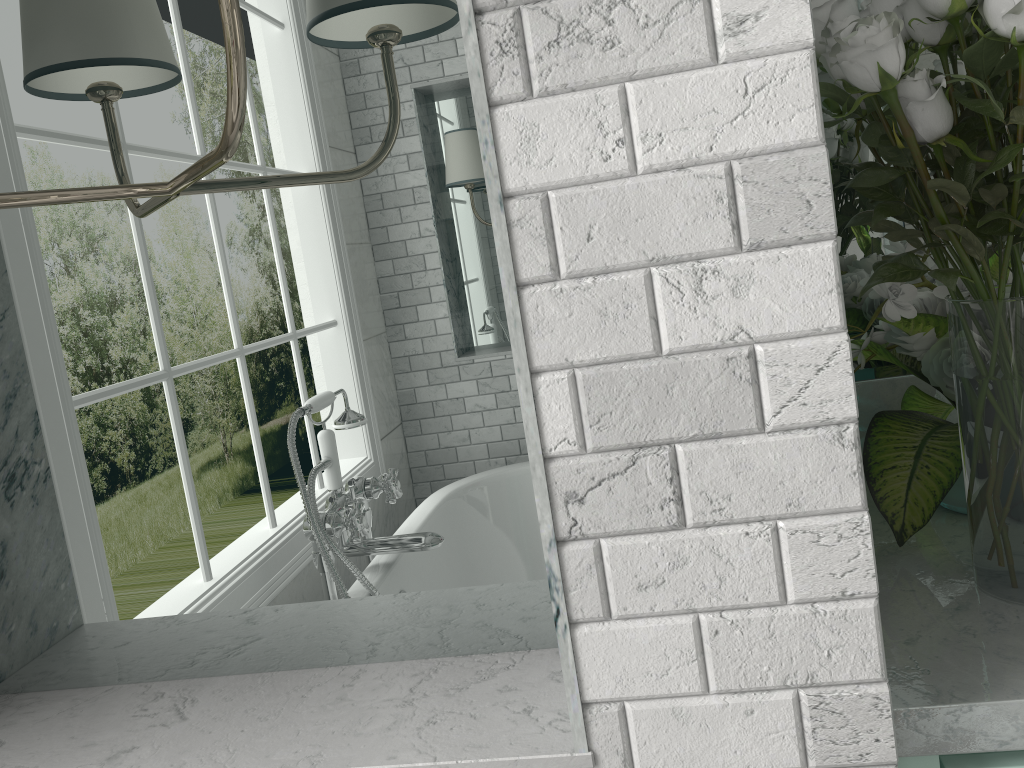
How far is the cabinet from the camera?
0.8m

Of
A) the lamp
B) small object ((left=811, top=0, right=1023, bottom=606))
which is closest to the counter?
small object ((left=811, top=0, right=1023, bottom=606))

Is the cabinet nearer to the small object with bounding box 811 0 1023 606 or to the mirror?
the small object with bounding box 811 0 1023 606

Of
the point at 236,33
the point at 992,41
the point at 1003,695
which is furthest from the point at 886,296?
the point at 236,33

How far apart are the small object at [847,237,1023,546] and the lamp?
0.72m

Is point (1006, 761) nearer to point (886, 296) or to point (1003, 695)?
point (1003, 695)

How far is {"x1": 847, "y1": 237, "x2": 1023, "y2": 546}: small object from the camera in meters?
1.0 m

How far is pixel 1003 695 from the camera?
0.74m

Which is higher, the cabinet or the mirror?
the mirror

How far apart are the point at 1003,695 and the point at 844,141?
0.9 meters
